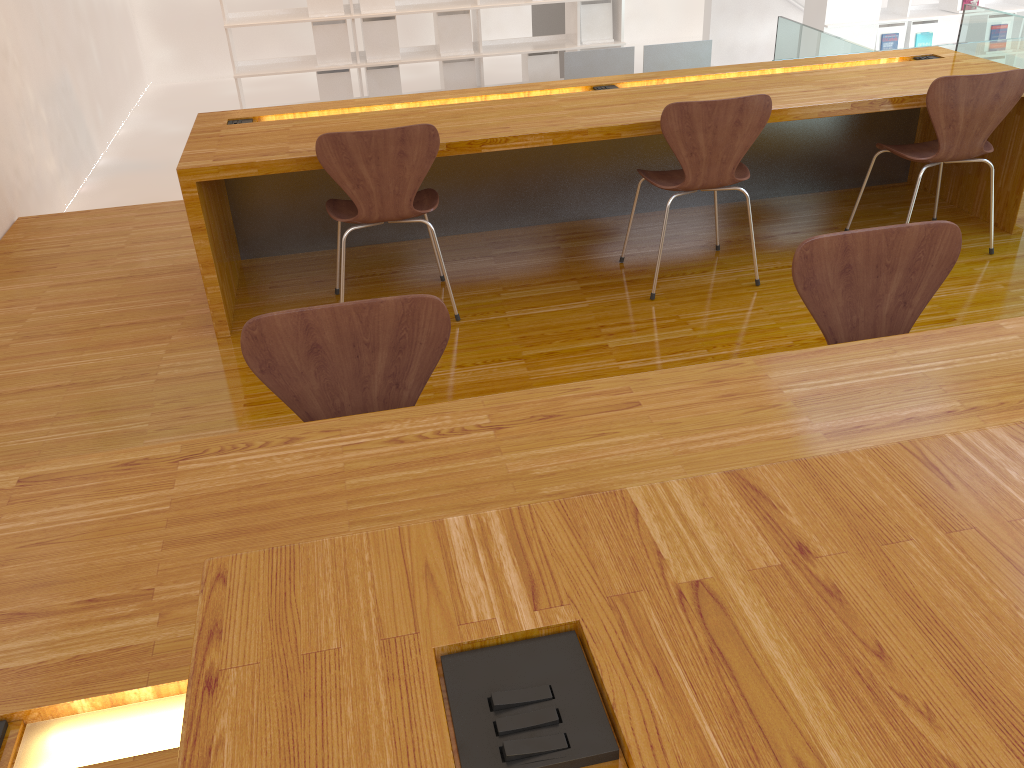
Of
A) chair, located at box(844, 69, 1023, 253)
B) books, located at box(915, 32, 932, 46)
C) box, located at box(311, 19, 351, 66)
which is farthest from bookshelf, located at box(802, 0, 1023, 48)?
chair, located at box(844, 69, 1023, 253)

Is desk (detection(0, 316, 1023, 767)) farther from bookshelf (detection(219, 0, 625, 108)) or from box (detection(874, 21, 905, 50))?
box (detection(874, 21, 905, 50))

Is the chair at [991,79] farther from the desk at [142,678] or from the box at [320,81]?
the box at [320,81]

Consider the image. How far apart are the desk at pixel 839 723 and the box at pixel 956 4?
7.8 meters

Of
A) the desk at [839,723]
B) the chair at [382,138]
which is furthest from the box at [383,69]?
the desk at [839,723]

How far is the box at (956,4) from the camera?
7.1m

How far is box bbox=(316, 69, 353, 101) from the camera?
6.4 meters

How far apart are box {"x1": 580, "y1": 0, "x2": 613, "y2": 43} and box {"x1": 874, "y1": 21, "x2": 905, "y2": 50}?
2.3 meters

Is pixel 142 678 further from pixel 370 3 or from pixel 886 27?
pixel 886 27

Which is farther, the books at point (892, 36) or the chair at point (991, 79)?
the books at point (892, 36)
